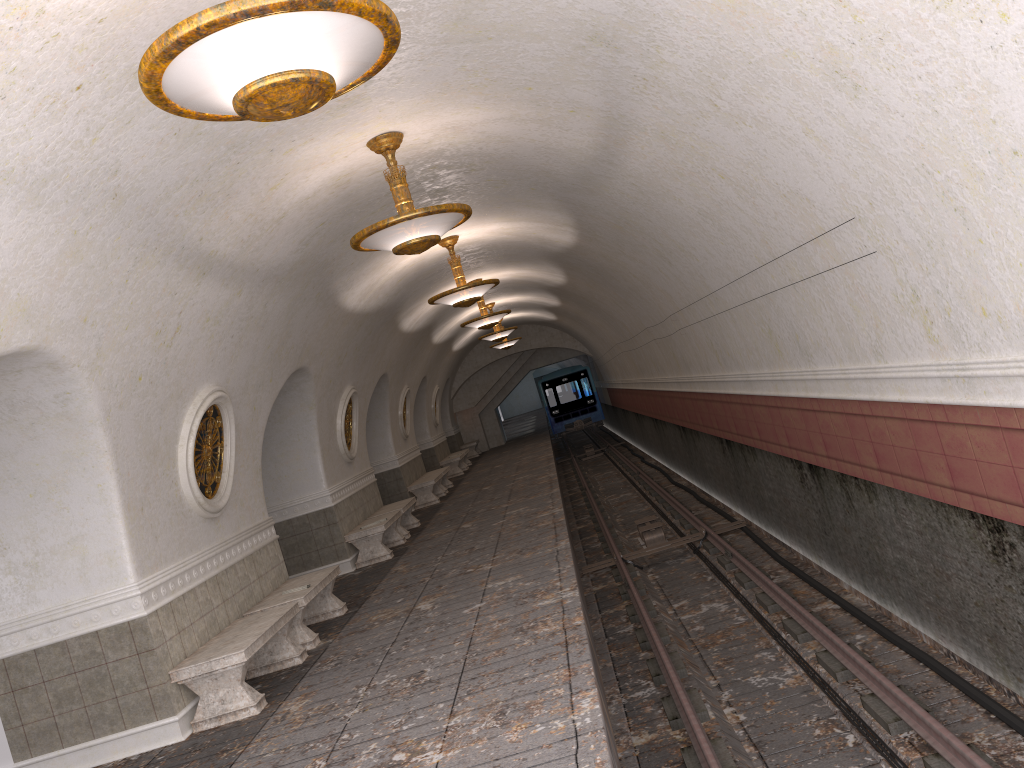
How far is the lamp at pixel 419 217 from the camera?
6.7 meters

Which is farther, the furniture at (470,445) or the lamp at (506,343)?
the furniture at (470,445)

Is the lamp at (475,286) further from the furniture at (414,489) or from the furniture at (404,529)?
the furniture at (414,489)

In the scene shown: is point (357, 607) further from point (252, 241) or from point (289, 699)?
point (252, 241)

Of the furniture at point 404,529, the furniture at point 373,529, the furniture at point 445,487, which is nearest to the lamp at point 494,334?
the furniture at point 445,487

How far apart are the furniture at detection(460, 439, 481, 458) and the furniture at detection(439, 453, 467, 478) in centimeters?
500cm

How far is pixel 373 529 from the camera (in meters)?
12.71

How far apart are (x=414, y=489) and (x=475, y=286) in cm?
817

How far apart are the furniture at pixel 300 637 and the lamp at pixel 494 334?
11.9 meters

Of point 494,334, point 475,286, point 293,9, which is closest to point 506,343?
point 494,334
